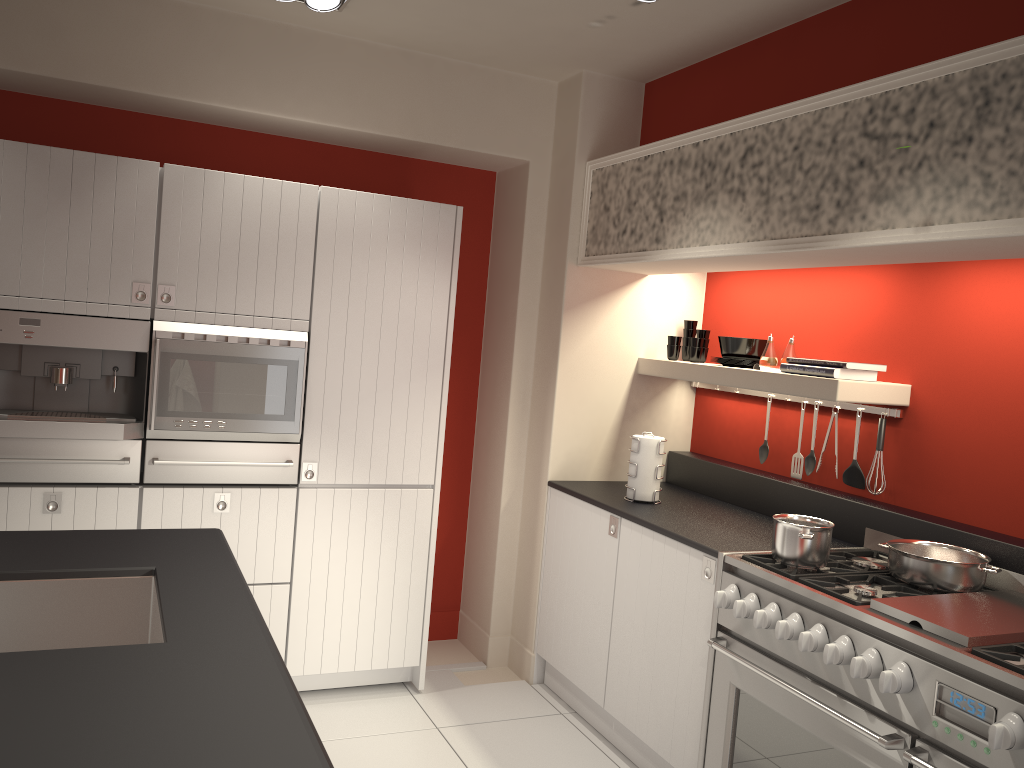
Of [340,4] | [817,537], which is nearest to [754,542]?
[817,537]

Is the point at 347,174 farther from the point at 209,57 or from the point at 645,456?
the point at 645,456

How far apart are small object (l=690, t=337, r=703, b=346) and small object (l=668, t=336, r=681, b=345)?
0.1m

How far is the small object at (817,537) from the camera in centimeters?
293cm

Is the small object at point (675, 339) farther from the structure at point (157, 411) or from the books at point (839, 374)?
the structure at point (157, 411)

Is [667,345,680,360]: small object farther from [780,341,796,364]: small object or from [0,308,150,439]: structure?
[0,308,150,439]: structure

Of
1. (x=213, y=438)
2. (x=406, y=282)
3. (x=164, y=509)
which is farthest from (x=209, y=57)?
(x=164, y=509)

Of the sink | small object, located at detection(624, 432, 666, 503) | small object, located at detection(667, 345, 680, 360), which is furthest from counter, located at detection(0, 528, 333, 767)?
small object, located at detection(667, 345, 680, 360)

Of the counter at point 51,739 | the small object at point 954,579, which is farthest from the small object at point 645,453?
the counter at point 51,739

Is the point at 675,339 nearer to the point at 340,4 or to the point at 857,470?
the point at 857,470
